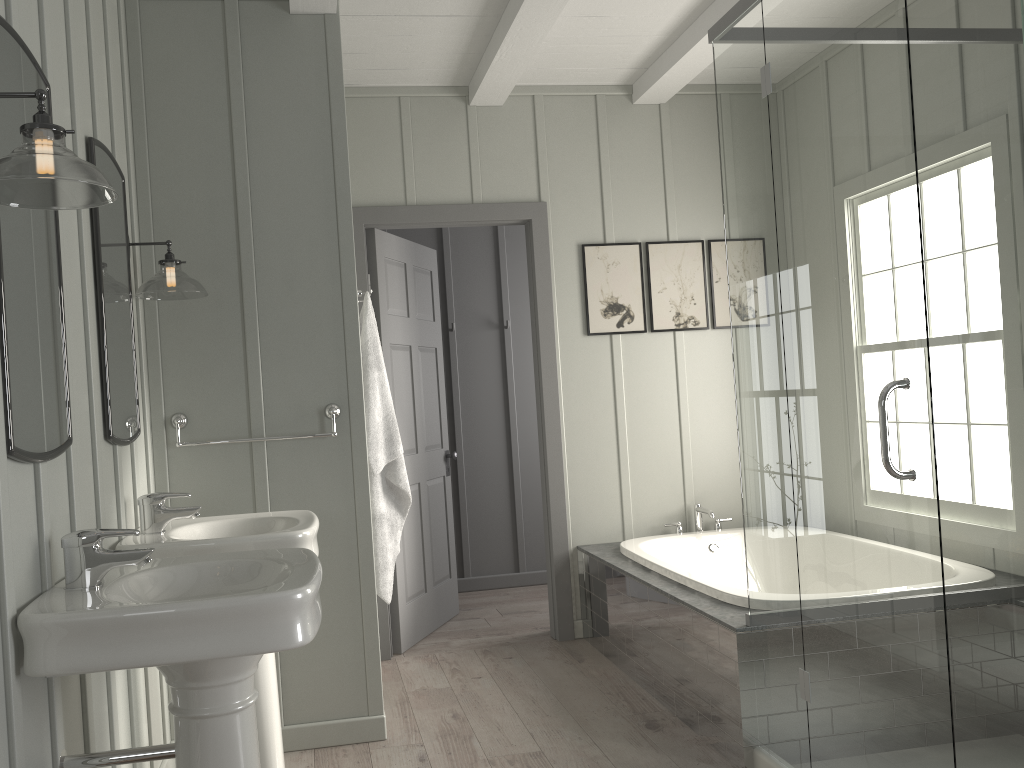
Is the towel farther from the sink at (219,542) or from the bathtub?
the bathtub

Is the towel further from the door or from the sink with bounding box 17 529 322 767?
the sink with bounding box 17 529 322 767

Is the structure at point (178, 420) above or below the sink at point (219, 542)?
above

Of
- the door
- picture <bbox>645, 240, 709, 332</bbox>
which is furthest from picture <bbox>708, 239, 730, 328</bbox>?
the door

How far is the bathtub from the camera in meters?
3.3

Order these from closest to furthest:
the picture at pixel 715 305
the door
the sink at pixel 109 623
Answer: the sink at pixel 109 623, the door, the picture at pixel 715 305

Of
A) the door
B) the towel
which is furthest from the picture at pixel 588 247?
the towel

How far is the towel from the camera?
3.3m

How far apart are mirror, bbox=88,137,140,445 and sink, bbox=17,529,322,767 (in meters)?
0.48

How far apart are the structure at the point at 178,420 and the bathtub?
1.48m
